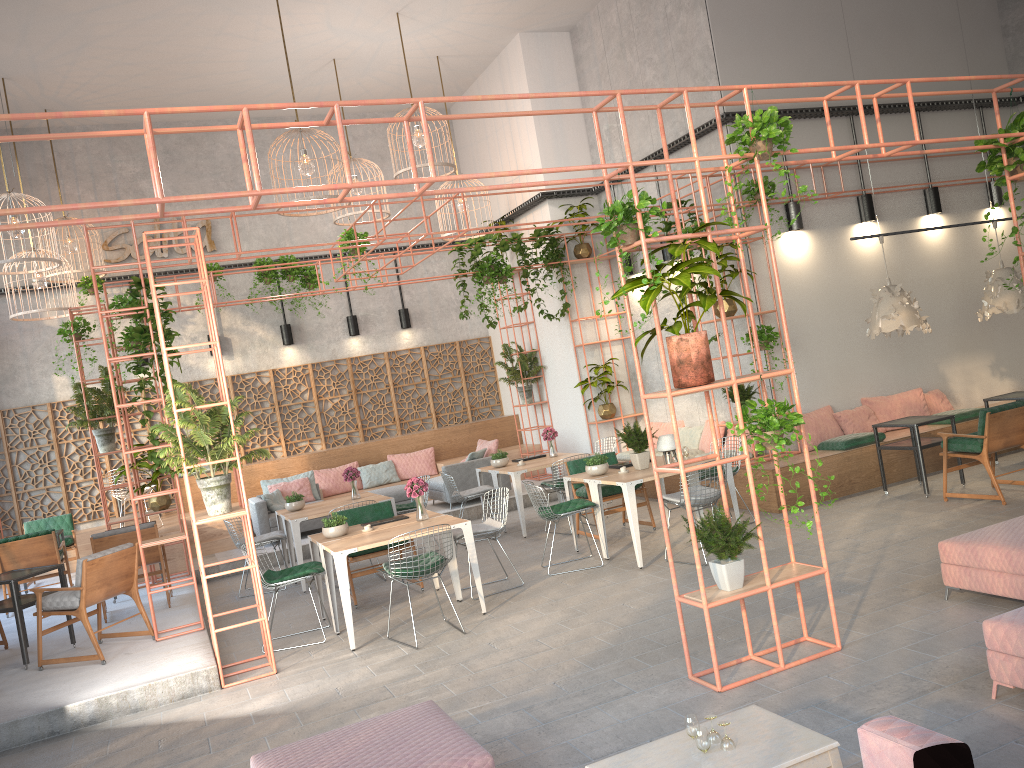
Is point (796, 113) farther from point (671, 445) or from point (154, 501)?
point (154, 501)

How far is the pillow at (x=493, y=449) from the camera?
13.9 meters

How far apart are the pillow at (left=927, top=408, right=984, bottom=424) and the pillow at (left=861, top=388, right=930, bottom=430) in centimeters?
36cm

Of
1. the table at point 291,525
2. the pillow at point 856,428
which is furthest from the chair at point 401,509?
the pillow at point 856,428

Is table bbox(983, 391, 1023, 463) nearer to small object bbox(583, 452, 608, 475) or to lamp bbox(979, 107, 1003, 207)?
lamp bbox(979, 107, 1003, 207)

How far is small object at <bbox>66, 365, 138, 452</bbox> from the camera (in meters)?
11.05

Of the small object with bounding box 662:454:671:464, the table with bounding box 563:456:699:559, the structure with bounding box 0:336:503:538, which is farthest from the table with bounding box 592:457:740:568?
the structure with bounding box 0:336:503:538

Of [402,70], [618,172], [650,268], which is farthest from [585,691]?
[402,70]

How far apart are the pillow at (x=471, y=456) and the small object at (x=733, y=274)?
4.80m

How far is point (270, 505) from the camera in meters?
13.0
